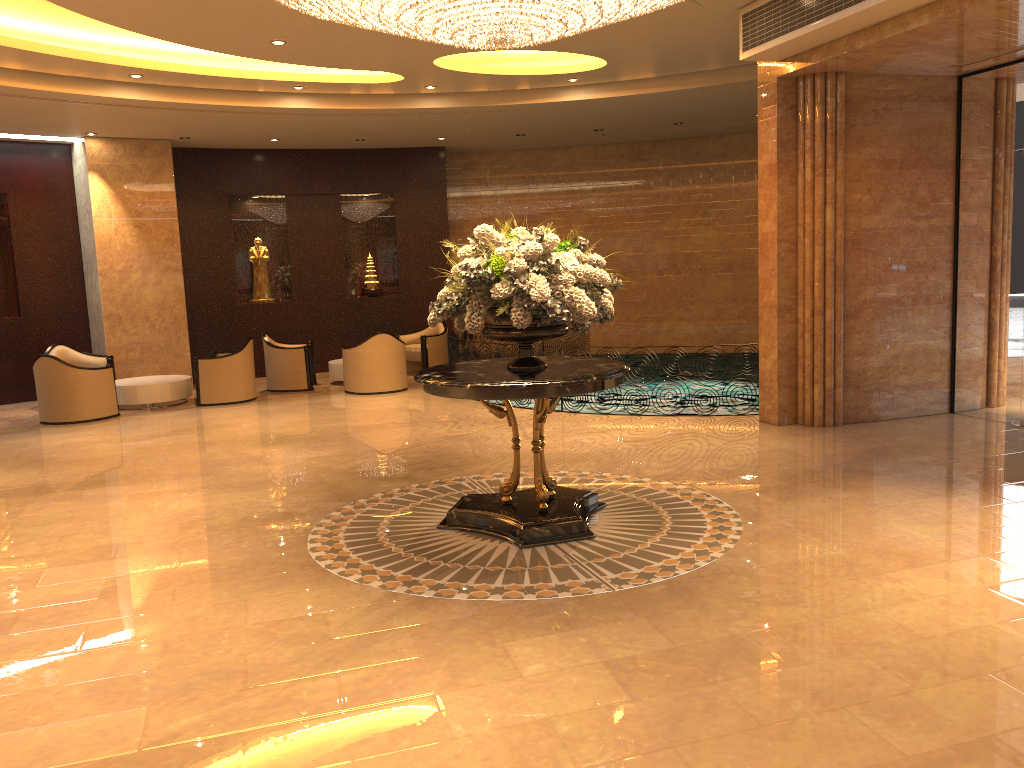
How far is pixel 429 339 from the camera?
14.8 meters

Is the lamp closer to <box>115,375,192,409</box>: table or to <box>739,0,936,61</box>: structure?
<box>739,0,936,61</box>: structure

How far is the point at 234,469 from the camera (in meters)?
8.34

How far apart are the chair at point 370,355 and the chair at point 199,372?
1.3 meters

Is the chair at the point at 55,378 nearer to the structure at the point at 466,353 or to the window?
the structure at the point at 466,353

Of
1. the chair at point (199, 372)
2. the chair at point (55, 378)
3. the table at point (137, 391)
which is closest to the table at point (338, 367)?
the chair at point (199, 372)

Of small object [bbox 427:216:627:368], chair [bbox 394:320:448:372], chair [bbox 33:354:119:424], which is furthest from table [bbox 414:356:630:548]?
chair [bbox 394:320:448:372]

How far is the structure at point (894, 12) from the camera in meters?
7.2

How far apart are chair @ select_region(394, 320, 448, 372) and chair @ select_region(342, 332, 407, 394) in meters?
1.6

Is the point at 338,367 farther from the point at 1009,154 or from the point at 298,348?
the point at 1009,154
